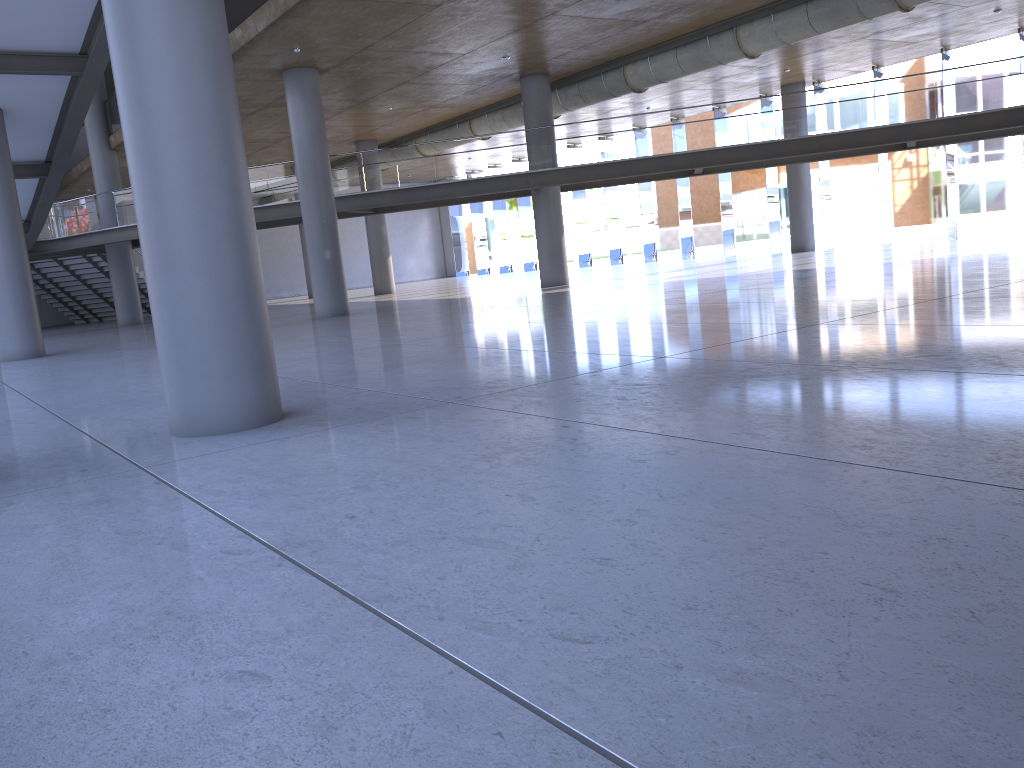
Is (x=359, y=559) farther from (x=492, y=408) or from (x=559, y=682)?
(x=492, y=408)
